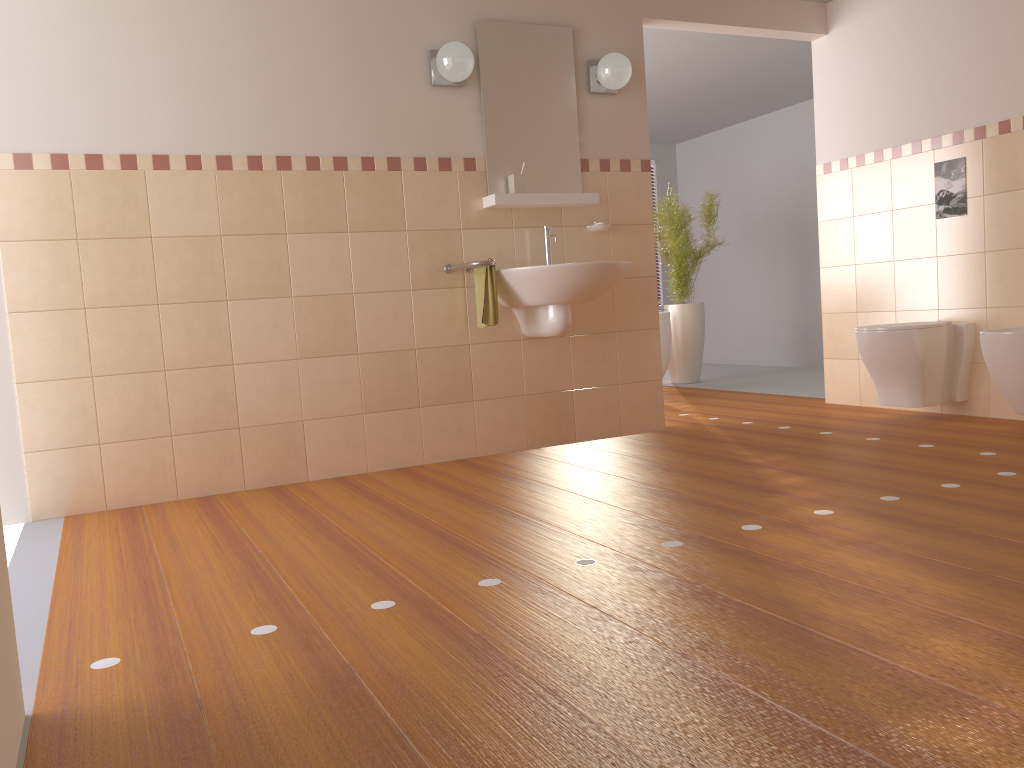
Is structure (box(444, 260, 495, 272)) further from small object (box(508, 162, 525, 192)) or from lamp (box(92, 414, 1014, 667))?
lamp (box(92, 414, 1014, 667))

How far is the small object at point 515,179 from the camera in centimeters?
410cm

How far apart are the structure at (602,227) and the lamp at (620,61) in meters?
0.7

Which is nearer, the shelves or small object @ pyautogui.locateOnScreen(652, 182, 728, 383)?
the shelves

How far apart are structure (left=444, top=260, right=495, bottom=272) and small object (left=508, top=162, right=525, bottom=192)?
0.42m

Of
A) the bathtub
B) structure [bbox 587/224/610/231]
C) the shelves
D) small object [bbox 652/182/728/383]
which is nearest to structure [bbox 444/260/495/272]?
the shelves

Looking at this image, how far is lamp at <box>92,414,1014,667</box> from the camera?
1.9m

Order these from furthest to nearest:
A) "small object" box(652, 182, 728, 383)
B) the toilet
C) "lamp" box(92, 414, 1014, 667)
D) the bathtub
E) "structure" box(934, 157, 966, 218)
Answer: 1. "small object" box(652, 182, 728, 383)
2. the bathtub
3. "structure" box(934, 157, 966, 218)
4. the toilet
5. "lamp" box(92, 414, 1014, 667)

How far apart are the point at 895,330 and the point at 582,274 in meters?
1.6 m

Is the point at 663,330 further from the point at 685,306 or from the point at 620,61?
the point at 620,61
